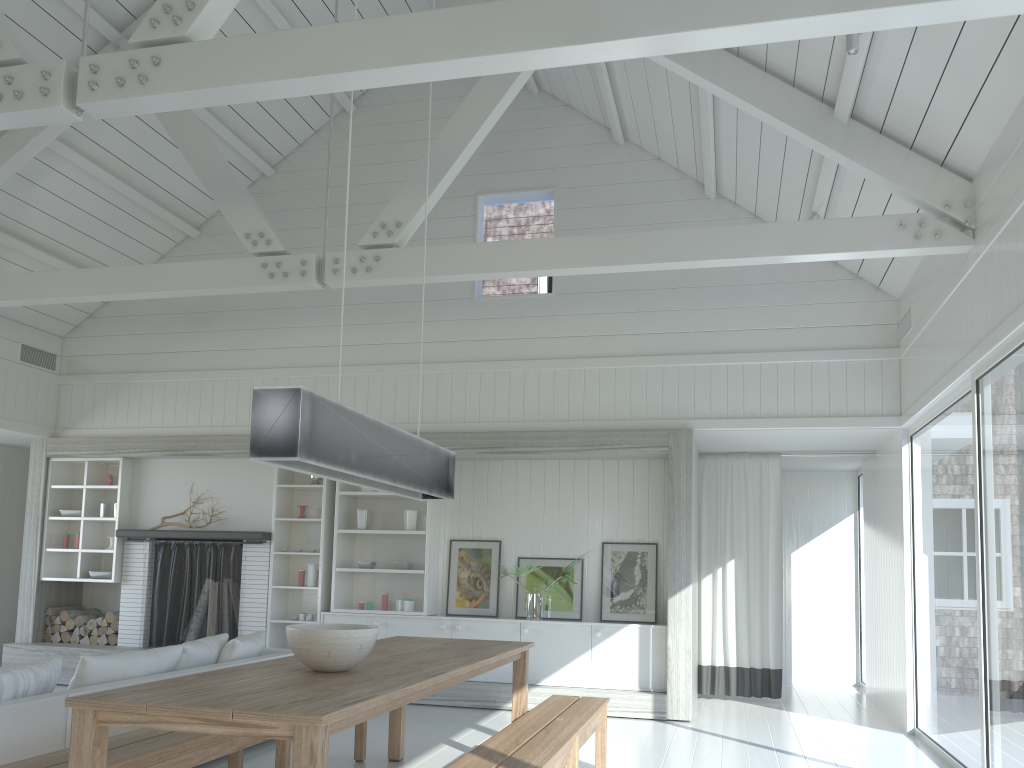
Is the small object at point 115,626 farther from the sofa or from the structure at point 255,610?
the sofa

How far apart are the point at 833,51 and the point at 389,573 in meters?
5.8 m

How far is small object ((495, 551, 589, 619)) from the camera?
7.6m

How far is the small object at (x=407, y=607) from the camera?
7.92m

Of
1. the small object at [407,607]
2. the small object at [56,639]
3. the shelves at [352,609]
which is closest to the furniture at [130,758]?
the shelves at [352,609]

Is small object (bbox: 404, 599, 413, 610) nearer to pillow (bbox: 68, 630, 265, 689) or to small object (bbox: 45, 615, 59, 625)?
pillow (bbox: 68, 630, 265, 689)

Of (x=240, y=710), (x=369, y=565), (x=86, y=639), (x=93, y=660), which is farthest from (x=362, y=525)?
(x=240, y=710)

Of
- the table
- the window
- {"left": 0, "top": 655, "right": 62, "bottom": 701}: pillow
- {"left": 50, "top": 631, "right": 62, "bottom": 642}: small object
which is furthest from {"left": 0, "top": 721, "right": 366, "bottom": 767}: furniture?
{"left": 50, "top": 631, "right": 62, "bottom": 642}: small object

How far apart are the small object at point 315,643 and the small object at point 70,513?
6.1m

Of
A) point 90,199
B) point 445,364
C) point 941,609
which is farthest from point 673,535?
point 90,199
